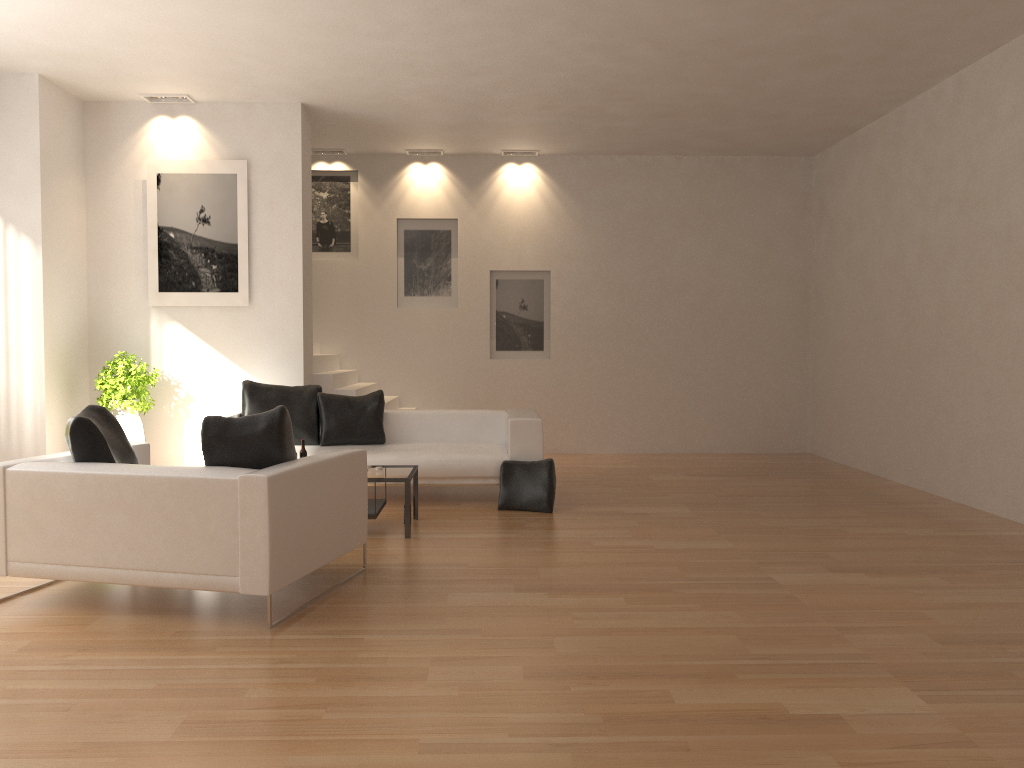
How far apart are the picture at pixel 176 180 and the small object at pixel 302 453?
2.78m

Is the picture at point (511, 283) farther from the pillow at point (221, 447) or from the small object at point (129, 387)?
the pillow at point (221, 447)

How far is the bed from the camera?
7.6m

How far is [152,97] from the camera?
8.6 meters

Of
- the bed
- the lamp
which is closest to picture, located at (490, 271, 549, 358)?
the bed

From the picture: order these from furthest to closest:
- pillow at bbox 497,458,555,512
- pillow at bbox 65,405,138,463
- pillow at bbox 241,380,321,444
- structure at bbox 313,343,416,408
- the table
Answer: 1. structure at bbox 313,343,416,408
2. pillow at bbox 241,380,321,444
3. pillow at bbox 497,458,555,512
4. the table
5. pillow at bbox 65,405,138,463

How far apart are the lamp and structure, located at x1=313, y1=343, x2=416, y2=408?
2.9m

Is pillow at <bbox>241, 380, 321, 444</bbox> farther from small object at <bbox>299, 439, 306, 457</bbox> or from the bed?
small object at <bbox>299, 439, 306, 457</bbox>

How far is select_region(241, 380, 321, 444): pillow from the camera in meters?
8.1

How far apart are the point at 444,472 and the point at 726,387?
5.04m
